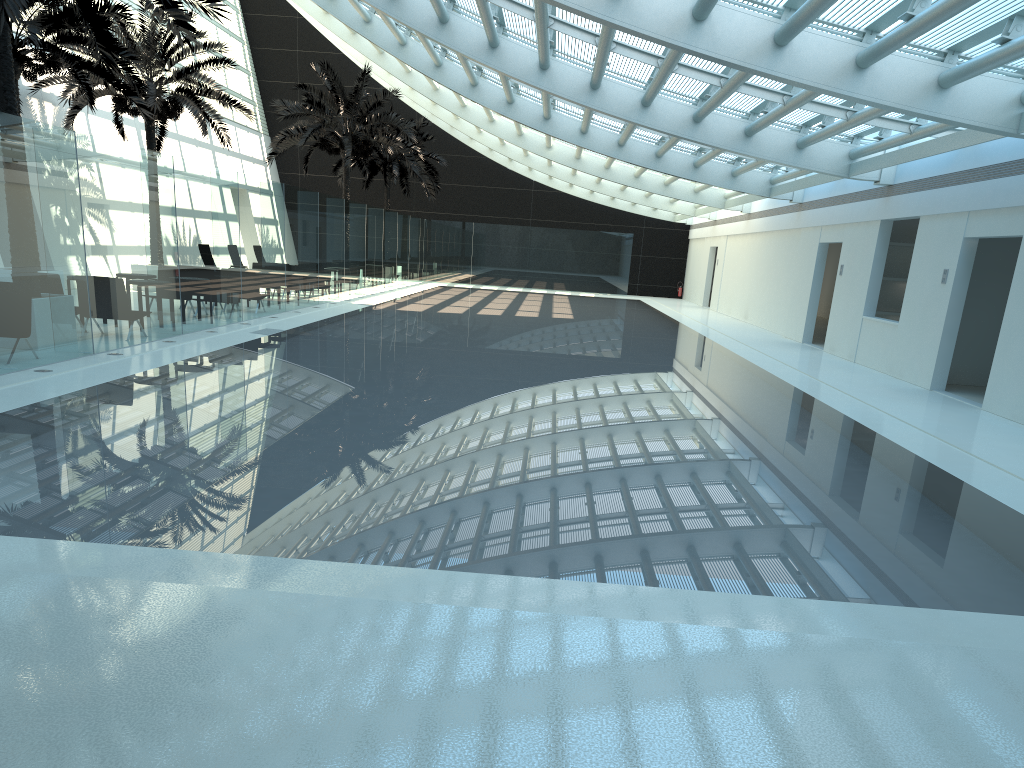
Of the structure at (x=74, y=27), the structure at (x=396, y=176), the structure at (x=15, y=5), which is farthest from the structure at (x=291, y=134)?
the structure at (x=15, y=5)

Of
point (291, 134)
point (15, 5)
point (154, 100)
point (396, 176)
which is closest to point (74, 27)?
point (154, 100)

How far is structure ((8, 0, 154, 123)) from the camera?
16.35m

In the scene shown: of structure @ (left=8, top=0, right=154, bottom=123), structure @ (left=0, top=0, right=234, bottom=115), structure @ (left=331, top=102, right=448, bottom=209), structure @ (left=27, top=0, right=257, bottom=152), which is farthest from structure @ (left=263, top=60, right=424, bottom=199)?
structure @ (left=0, top=0, right=234, bottom=115)

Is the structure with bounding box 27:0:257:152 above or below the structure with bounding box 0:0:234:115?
above

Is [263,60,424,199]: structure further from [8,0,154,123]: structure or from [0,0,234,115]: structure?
[0,0,234,115]: structure

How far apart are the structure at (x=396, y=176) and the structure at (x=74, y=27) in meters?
17.7 m

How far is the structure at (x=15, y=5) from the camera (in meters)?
9.91

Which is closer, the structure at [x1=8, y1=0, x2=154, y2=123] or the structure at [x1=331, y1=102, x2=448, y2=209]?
the structure at [x1=8, y1=0, x2=154, y2=123]

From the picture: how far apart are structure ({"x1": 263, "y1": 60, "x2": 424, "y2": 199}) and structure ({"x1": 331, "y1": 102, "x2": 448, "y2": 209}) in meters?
4.3 m
